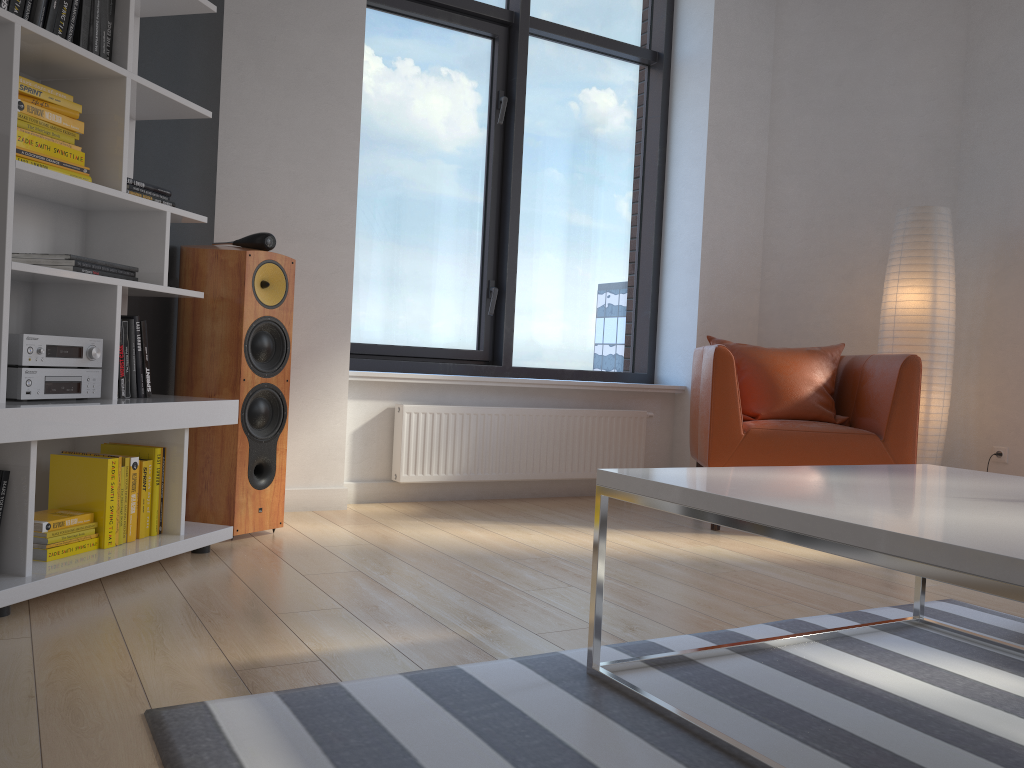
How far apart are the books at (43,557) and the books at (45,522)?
0.1 meters

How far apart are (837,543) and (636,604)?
1.2 meters

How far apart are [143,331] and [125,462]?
0.4 meters

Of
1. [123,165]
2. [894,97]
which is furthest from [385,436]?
[894,97]

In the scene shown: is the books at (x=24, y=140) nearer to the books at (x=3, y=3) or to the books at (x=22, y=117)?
the books at (x=22, y=117)

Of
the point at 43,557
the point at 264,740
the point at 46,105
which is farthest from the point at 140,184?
the point at 264,740

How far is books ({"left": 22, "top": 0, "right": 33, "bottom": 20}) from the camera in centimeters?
225cm

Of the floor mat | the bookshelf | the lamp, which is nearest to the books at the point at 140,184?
the bookshelf

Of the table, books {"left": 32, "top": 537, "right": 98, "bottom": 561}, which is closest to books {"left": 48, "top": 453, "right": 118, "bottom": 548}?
books {"left": 32, "top": 537, "right": 98, "bottom": 561}

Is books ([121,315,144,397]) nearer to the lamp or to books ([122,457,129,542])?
books ([122,457,129,542])
